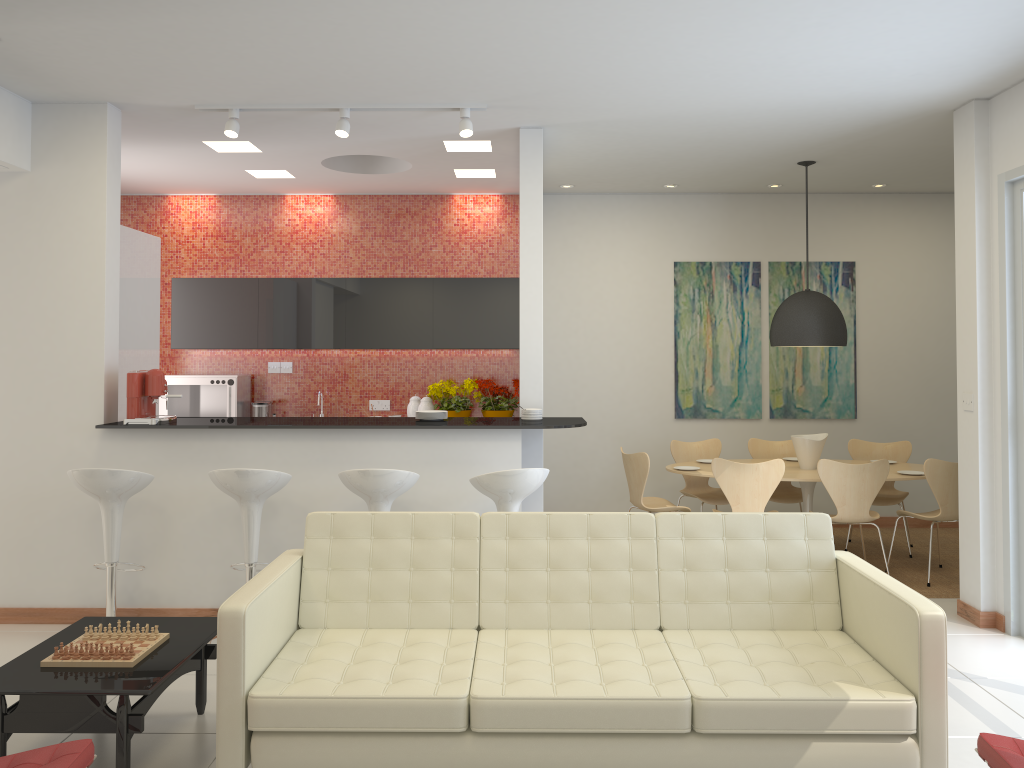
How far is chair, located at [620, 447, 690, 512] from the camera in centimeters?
676cm

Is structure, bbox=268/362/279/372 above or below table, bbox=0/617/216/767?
above

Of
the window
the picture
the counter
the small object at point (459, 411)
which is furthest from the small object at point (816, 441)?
the small object at point (459, 411)

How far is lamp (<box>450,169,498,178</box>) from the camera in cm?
752

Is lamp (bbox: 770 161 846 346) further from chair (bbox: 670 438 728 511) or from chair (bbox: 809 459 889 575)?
chair (bbox: 670 438 728 511)

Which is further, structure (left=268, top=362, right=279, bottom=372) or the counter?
structure (left=268, top=362, right=279, bottom=372)

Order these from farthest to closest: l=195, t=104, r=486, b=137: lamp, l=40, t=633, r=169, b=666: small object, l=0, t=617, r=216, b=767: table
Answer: l=195, t=104, r=486, b=137: lamp → l=40, t=633, r=169, b=666: small object → l=0, t=617, r=216, b=767: table

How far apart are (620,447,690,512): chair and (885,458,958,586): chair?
1.7 meters

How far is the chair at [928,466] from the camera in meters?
6.3

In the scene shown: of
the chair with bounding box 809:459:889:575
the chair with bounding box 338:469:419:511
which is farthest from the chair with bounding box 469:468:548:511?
the chair with bounding box 809:459:889:575
